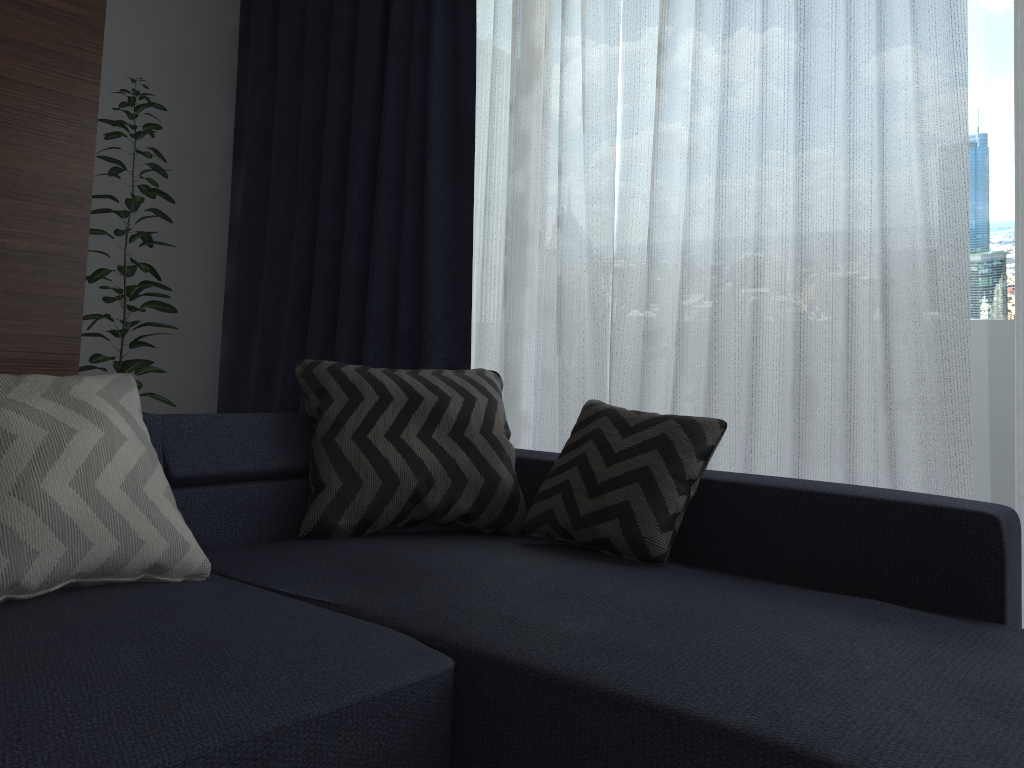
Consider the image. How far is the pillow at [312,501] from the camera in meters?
2.2

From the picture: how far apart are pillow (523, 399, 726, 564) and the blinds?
0.59m

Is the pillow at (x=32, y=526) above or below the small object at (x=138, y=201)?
below

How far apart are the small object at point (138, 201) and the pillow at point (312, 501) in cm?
123

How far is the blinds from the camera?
2.4m

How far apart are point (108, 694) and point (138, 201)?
2.58m

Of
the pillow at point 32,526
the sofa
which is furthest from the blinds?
the pillow at point 32,526

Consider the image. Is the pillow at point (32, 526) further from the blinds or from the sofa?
the blinds

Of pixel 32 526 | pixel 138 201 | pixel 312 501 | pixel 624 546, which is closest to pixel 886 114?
pixel 624 546

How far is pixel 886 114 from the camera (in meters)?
2.41
